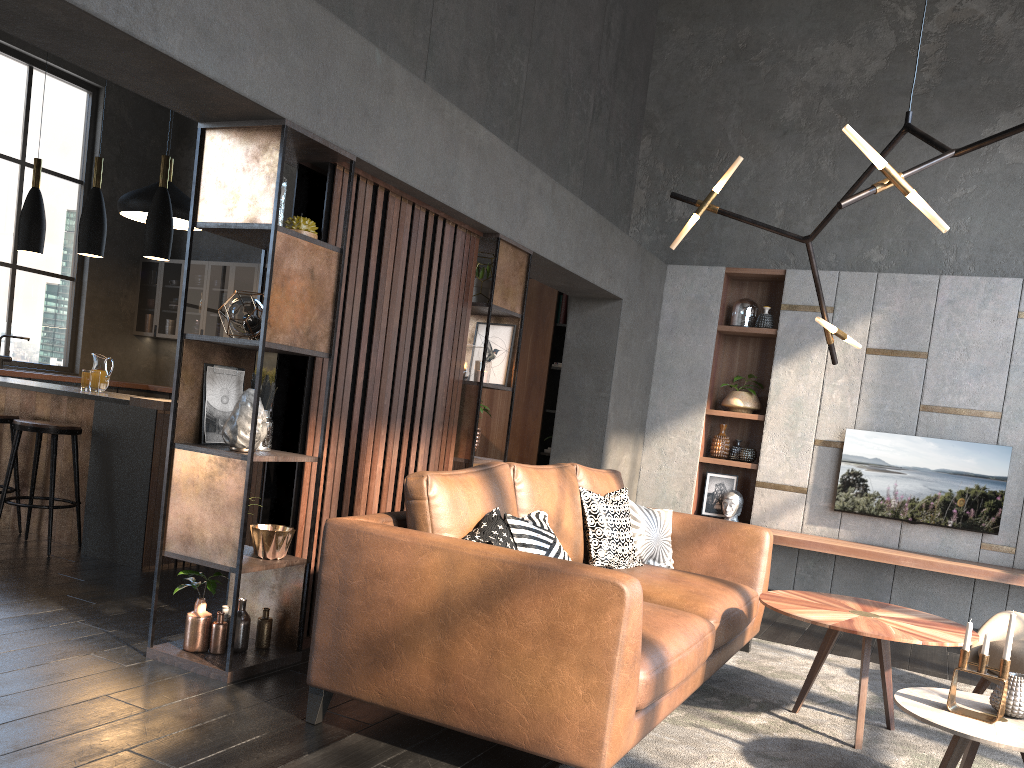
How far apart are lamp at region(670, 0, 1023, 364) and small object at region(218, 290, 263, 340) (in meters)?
1.96

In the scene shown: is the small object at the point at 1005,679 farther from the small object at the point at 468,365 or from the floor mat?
the small object at the point at 468,365

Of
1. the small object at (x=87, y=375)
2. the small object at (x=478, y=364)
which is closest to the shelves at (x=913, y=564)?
the small object at (x=478, y=364)

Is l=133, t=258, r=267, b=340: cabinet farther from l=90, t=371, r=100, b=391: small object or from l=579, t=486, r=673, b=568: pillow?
l=579, t=486, r=673, b=568: pillow

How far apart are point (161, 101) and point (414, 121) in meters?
1.1 m

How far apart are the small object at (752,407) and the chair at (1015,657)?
3.23m

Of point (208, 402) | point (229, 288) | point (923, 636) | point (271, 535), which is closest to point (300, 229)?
point (208, 402)

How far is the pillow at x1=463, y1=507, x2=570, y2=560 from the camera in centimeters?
298cm

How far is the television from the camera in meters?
6.2 m

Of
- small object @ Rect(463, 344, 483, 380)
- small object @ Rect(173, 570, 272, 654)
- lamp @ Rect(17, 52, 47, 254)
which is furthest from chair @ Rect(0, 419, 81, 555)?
small object @ Rect(463, 344, 483, 380)
